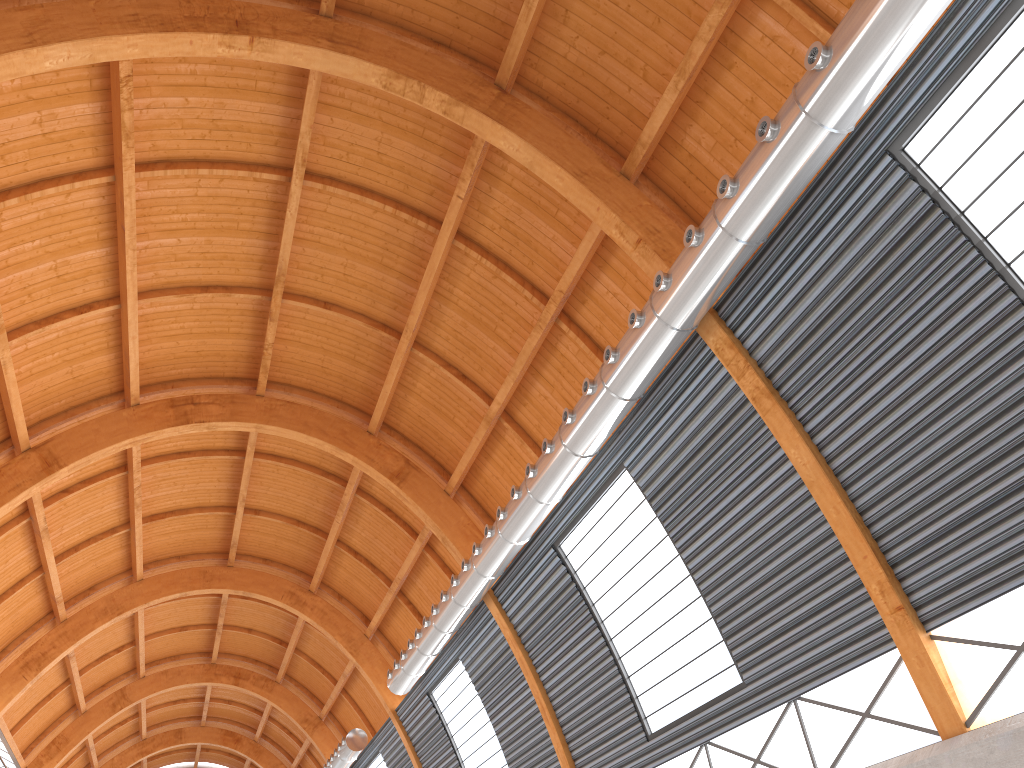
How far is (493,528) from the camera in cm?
2838

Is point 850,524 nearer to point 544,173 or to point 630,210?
point 630,210
